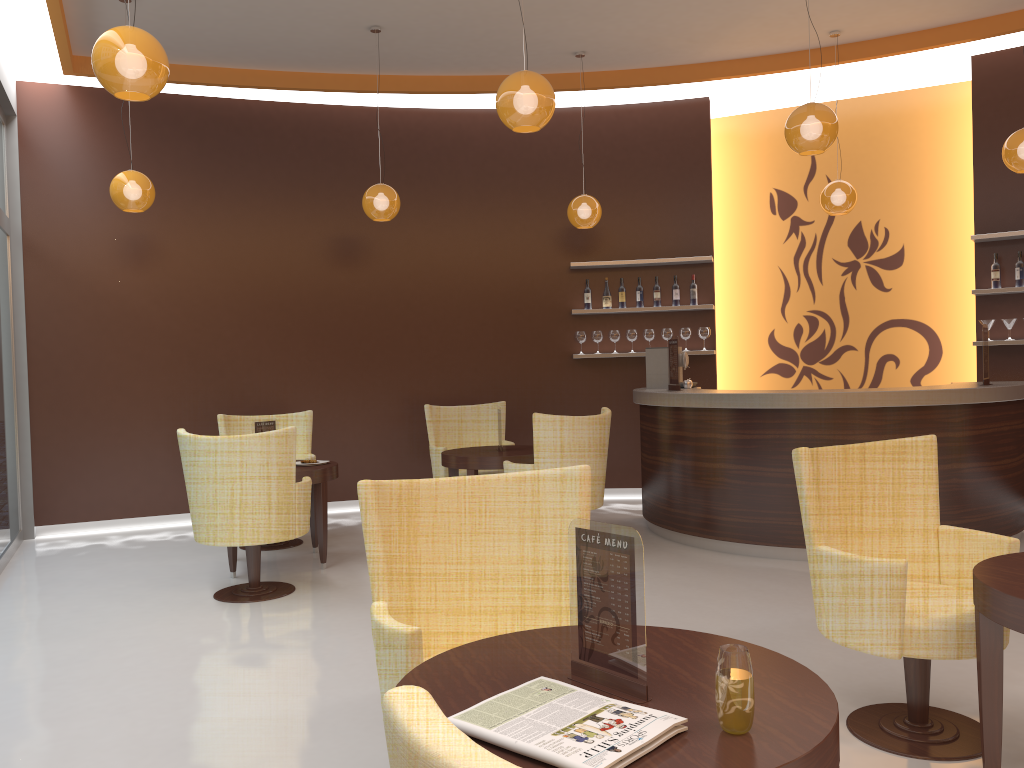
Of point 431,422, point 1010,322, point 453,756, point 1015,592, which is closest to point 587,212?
point 431,422

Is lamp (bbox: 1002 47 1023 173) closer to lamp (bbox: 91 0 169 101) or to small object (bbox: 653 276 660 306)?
small object (bbox: 653 276 660 306)

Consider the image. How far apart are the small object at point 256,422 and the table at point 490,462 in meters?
1.3 m

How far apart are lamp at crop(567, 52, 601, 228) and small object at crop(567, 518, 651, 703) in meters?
6.0

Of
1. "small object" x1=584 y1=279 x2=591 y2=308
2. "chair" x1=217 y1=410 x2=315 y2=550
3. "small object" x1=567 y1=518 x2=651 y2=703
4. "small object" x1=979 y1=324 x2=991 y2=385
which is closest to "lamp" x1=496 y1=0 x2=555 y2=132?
"small object" x1=567 y1=518 x2=651 y2=703

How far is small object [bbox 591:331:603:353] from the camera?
8.4 meters

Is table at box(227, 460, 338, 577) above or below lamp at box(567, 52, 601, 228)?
below

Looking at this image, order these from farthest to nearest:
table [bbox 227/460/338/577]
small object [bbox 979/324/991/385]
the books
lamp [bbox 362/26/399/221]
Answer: lamp [bbox 362/26/399/221] → small object [bbox 979/324/991/385] → table [bbox 227/460/338/577] → the books

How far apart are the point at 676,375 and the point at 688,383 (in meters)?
0.39

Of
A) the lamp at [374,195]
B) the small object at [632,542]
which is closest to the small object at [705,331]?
the lamp at [374,195]
